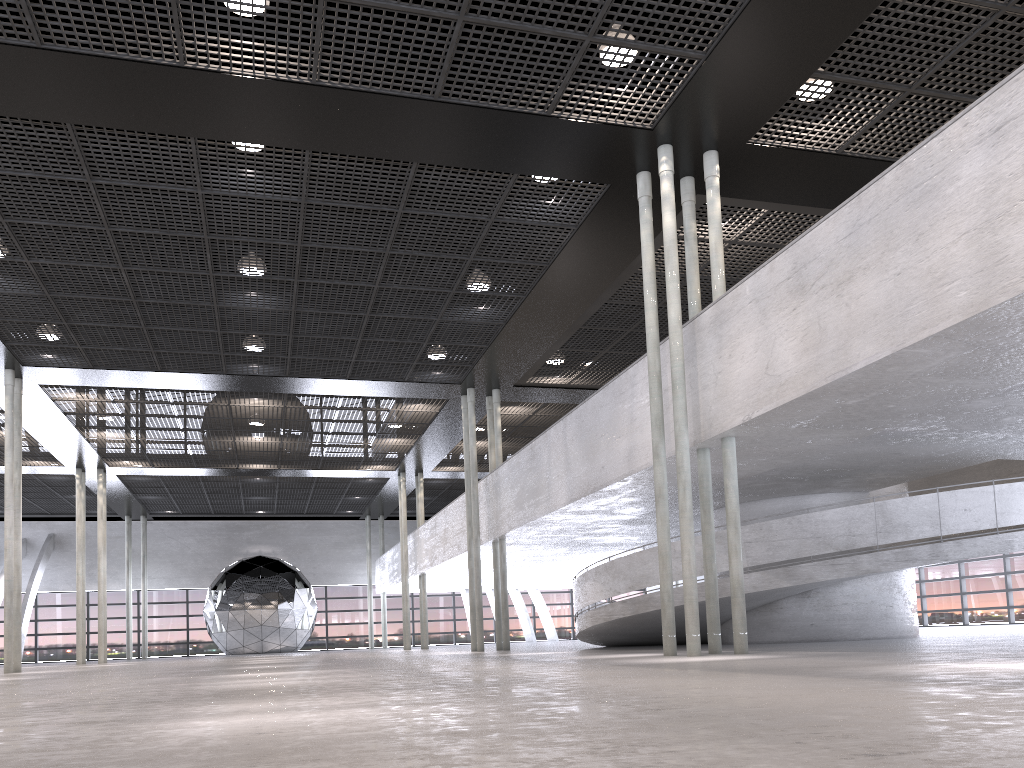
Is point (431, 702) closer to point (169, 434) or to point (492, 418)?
point (492, 418)

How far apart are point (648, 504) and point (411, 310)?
5.4m

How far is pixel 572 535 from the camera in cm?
1909
